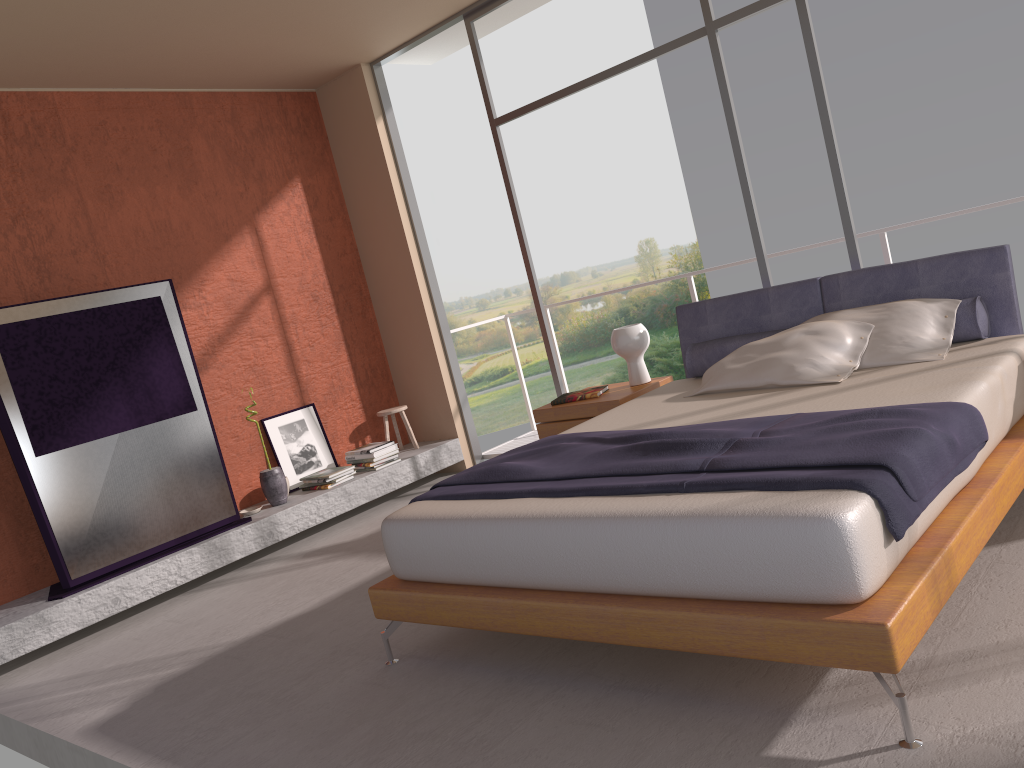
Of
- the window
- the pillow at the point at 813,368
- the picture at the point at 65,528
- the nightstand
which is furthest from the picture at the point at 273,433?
the pillow at the point at 813,368

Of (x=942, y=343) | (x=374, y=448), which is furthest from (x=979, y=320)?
(x=374, y=448)

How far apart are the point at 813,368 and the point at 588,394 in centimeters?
152cm

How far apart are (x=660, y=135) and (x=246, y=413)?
20.24m

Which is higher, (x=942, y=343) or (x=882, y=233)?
(x=882, y=233)

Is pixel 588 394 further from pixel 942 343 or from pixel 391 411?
pixel 391 411

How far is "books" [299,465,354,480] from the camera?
6.1m

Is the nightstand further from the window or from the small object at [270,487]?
the small object at [270,487]

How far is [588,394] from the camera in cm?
505

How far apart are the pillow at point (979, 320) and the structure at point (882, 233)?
1.4 meters
